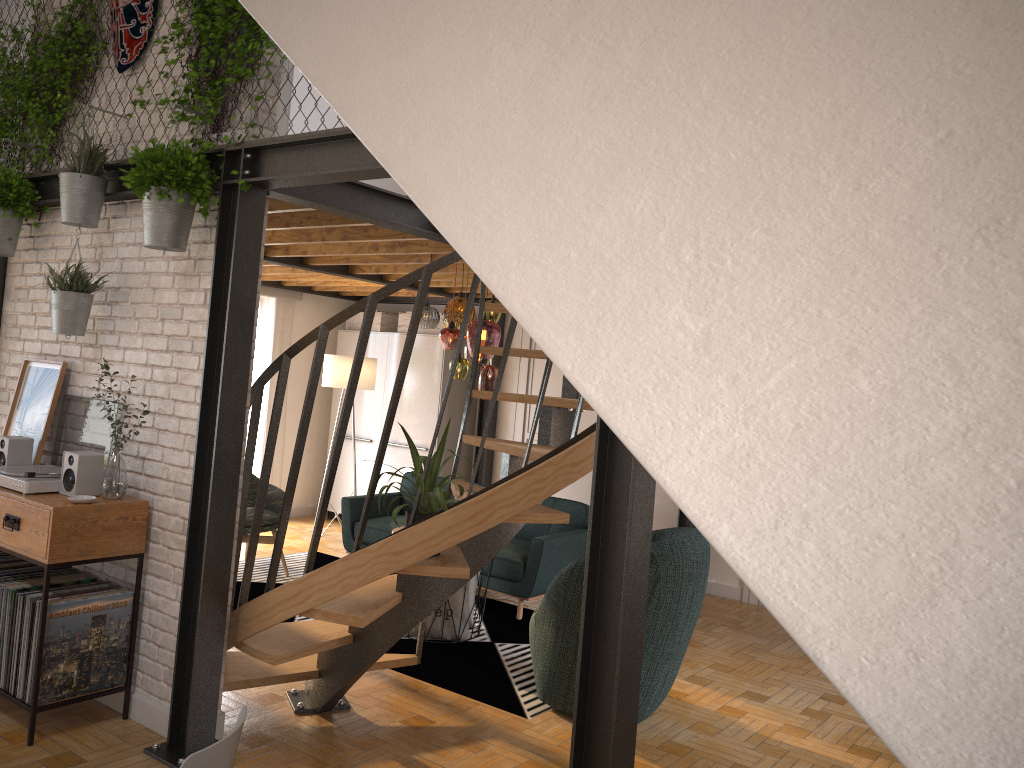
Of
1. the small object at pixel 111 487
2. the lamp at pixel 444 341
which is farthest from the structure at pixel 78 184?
the lamp at pixel 444 341

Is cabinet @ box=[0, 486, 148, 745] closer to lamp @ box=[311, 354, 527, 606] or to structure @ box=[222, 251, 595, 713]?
structure @ box=[222, 251, 595, 713]

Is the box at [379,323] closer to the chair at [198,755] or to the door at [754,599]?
the door at [754,599]

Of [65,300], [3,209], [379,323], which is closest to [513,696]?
[65,300]

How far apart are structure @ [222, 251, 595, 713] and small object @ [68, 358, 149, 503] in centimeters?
52cm

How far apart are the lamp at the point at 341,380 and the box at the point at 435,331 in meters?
1.2 m

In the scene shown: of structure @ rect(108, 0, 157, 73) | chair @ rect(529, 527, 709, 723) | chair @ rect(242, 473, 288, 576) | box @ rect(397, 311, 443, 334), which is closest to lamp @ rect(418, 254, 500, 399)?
chair @ rect(529, 527, 709, 723)

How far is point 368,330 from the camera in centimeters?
359cm

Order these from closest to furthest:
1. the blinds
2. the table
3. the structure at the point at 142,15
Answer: the structure at the point at 142,15
the table
the blinds

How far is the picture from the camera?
4.4m
